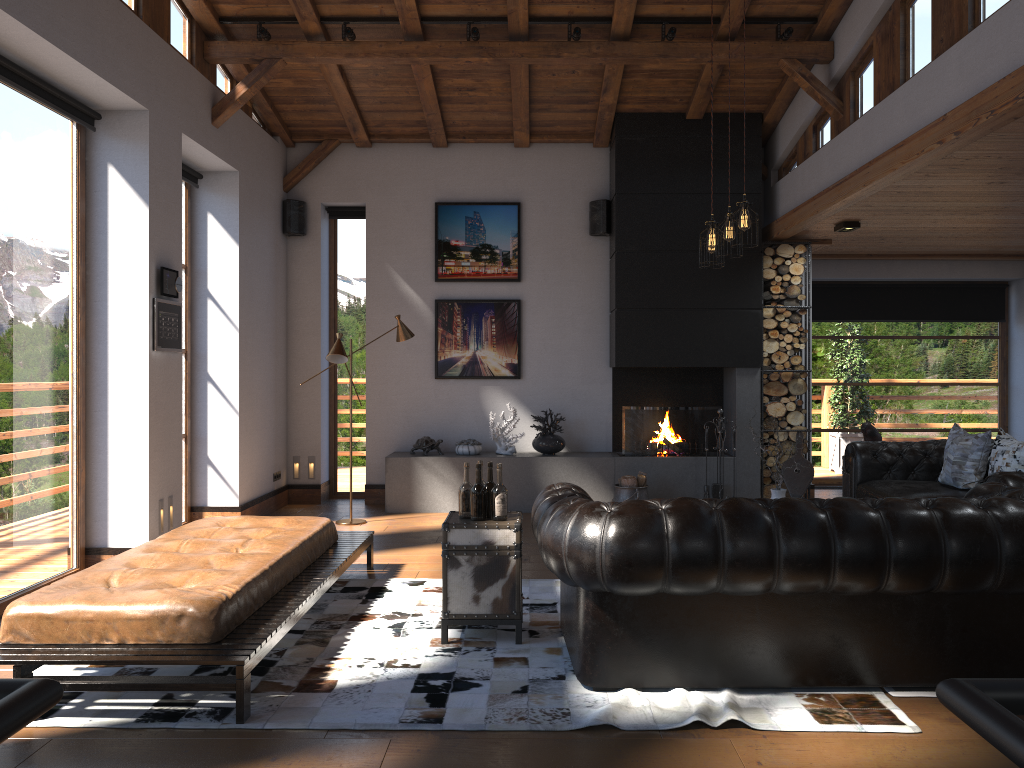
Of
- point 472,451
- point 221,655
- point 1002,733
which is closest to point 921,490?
point 472,451

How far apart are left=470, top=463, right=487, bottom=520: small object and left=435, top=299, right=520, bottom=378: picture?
4.6 meters

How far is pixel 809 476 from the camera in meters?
8.4

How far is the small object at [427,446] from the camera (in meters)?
8.74

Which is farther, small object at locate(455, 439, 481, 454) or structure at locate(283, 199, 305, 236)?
structure at locate(283, 199, 305, 236)

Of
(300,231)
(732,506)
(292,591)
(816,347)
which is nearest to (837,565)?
(732,506)

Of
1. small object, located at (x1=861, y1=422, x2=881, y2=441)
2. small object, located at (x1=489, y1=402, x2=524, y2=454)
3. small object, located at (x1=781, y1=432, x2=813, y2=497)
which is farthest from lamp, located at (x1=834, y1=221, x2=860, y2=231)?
small object, located at (x1=489, y1=402, x2=524, y2=454)

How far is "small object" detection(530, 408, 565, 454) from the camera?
8.6m

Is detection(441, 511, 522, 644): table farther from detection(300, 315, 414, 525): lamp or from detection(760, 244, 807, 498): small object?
detection(760, 244, 807, 498): small object

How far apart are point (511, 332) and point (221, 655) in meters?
5.9
